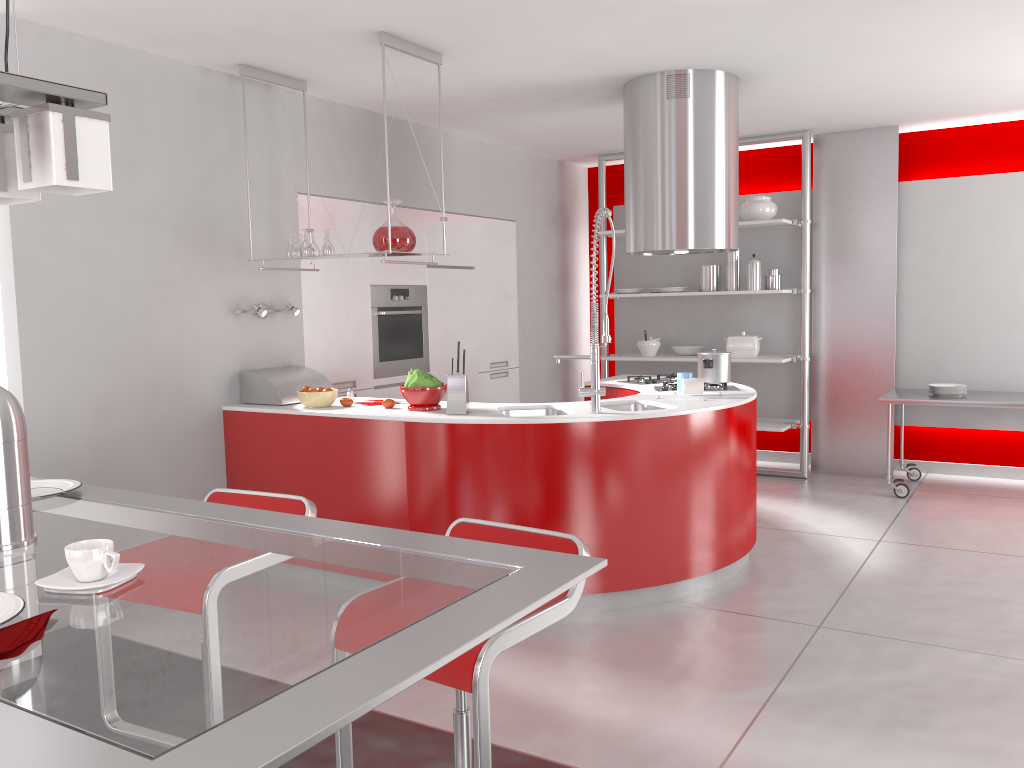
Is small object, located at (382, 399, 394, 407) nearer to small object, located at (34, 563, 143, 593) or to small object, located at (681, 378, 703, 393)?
small object, located at (681, 378, 703, 393)

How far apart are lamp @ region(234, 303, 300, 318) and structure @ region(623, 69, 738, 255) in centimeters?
189cm

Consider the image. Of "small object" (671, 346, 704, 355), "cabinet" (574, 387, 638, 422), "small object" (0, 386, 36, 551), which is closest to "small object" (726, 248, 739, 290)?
"small object" (671, 346, 704, 355)

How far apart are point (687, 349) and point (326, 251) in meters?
3.6 m

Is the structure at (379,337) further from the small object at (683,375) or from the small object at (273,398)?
the small object at (683,375)

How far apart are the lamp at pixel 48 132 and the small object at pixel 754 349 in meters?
5.8 m

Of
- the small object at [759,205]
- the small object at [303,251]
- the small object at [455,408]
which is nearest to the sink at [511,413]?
the small object at [455,408]

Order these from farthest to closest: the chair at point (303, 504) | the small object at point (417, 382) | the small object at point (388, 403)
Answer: the small object at point (388, 403), the small object at point (417, 382), the chair at point (303, 504)

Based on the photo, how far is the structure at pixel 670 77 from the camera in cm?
476

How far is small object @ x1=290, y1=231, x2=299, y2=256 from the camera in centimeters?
451cm
